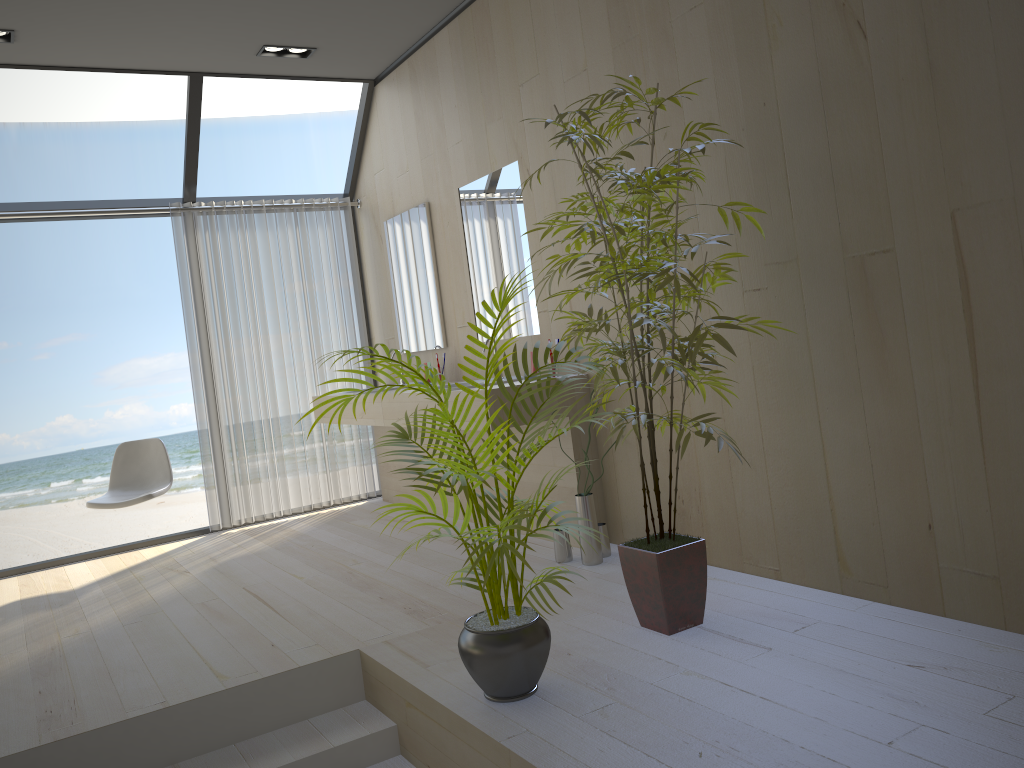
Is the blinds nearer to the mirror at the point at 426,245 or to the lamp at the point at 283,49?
the mirror at the point at 426,245

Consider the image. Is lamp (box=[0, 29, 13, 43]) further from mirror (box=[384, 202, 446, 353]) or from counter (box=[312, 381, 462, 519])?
counter (box=[312, 381, 462, 519])

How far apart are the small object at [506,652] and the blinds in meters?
3.3

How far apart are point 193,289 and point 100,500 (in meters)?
1.45

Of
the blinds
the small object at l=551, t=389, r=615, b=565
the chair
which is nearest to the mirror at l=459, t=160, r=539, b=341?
the small object at l=551, t=389, r=615, b=565

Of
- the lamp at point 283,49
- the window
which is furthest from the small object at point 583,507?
the lamp at point 283,49

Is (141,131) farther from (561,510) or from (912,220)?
(912,220)

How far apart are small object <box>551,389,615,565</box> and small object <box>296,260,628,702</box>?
1.0 meters

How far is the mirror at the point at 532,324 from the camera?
4.4m

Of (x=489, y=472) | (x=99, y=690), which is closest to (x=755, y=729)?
(x=489, y=472)
